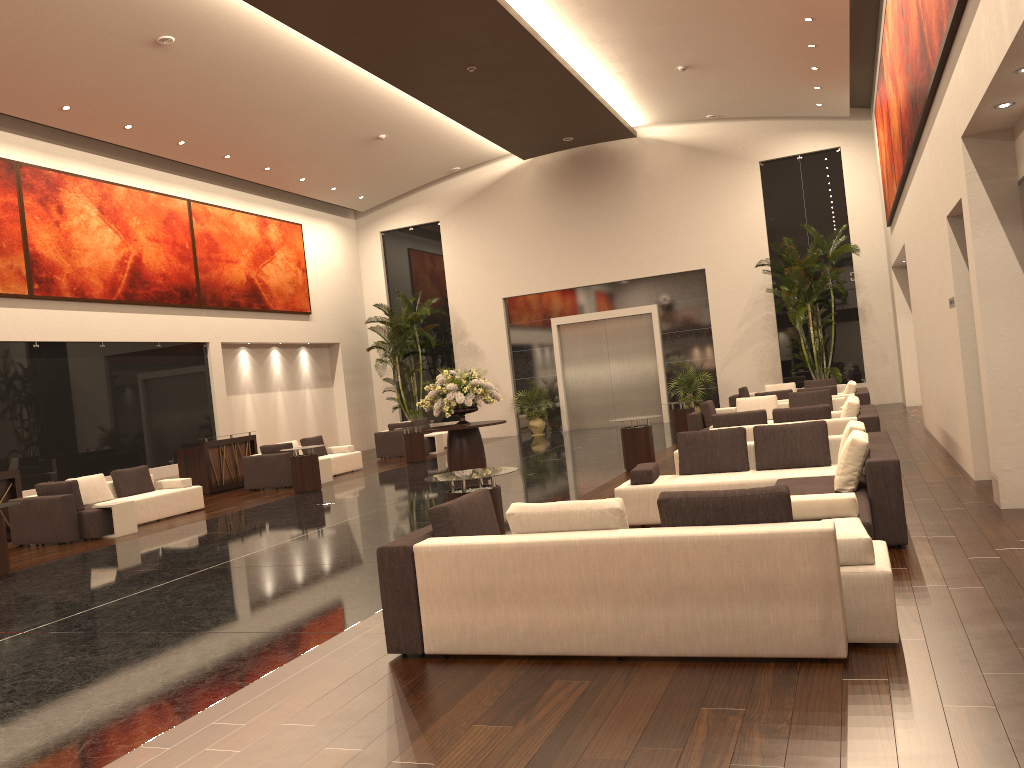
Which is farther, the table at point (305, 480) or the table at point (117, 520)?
the table at point (305, 480)

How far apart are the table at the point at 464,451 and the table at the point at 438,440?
7.1 meters

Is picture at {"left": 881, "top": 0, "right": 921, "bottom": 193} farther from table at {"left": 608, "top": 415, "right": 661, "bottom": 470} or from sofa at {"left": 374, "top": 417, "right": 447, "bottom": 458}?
sofa at {"left": 374, "top": 417, "right": 447, "bottom": 458}

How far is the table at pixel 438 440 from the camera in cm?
2222

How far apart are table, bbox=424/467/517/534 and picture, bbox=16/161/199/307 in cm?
1197

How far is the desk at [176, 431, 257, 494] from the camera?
17.5m

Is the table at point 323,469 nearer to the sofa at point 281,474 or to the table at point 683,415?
the sofa at point 281,474

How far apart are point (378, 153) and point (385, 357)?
6.3m

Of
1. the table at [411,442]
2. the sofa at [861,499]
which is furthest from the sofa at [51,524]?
the sofa at [861,499]

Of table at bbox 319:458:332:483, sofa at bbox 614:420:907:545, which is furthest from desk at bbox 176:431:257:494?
sofa at bbox 614:420:907:545
